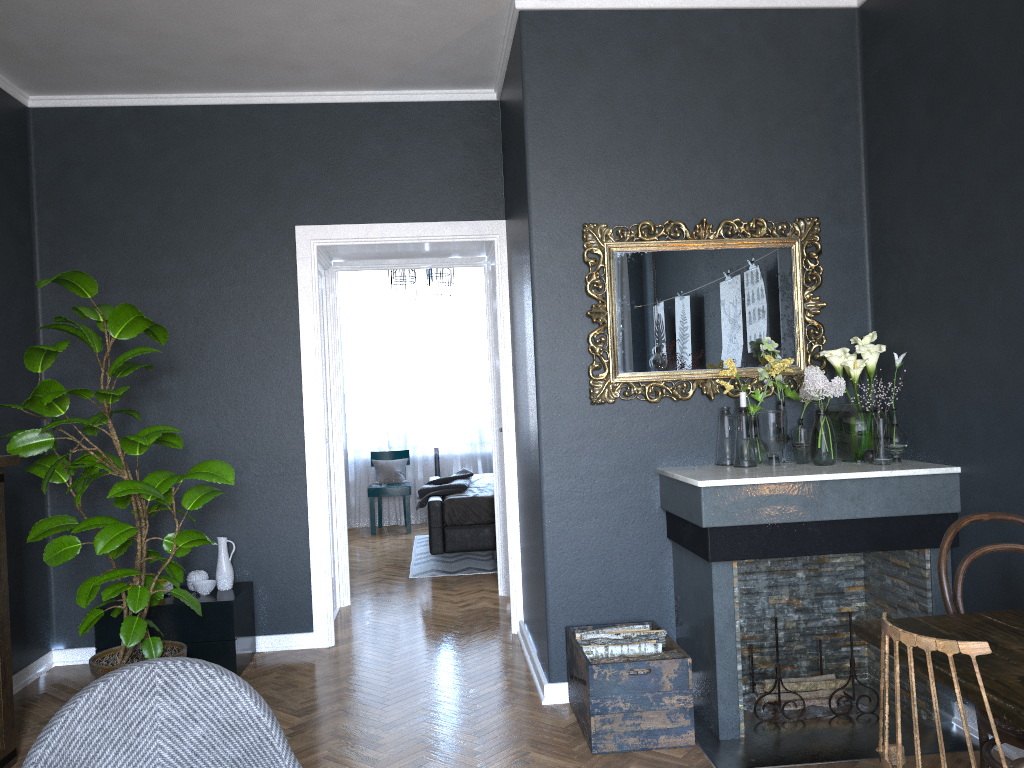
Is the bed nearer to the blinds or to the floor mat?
the floor mat

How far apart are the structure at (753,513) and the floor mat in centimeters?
307cm

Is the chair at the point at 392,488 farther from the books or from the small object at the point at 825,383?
the small object at the point at 825,383

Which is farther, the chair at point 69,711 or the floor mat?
the floor mat

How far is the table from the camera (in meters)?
1.60

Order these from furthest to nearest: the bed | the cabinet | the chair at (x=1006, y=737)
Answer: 1. the bed
2. the cabinet
3. the chair at (x=1006, y=737)

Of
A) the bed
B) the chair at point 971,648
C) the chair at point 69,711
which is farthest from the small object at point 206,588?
the chair at point 971,648

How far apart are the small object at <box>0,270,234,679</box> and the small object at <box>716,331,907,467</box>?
2.0m

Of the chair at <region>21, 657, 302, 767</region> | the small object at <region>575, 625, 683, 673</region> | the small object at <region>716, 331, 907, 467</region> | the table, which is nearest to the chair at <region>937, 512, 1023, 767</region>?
the table

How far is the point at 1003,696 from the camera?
1.6 meters
